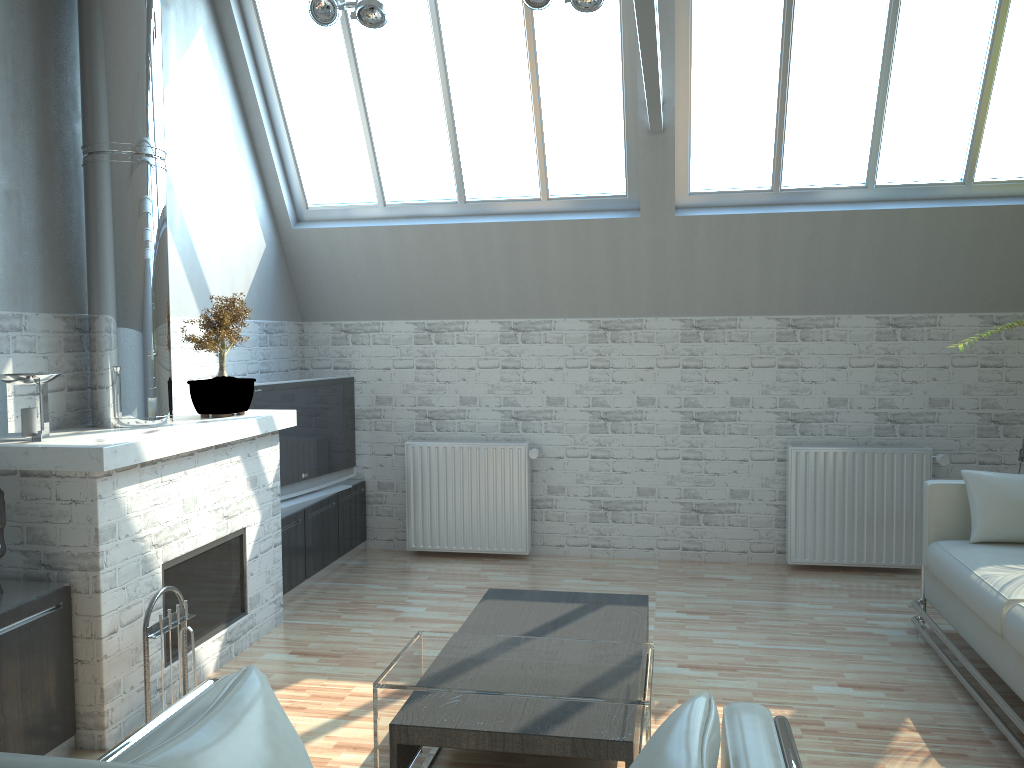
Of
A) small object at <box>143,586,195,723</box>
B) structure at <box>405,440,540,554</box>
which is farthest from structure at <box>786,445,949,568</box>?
small object at <box>143,586,195,723</box>

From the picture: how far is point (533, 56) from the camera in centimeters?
1038cm

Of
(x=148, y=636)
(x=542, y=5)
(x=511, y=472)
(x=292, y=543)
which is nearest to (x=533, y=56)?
(x=542, y=5)

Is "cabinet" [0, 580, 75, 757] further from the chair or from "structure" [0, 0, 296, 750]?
the chair

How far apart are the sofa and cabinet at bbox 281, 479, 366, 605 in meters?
6.8 m

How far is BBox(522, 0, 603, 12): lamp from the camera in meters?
8.7

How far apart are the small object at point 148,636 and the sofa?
6.3m

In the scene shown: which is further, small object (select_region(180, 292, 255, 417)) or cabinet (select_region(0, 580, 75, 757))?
small object (select_region(180, 292, 255, 417))

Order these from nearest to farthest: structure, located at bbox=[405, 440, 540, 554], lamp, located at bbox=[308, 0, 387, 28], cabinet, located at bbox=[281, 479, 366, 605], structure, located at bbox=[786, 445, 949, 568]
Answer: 1. lamp, located at bbox=[308, 0, 387, 28]
2. cabinet, located at bbox=[281, 479, 366, 605]
3. structure, located at bbox=[786, 445, 949, 568]
4. structure, located at bbox=[405, 440, 540, 554]

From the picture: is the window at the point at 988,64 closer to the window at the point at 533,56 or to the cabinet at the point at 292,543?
the window at the point at 533,56
